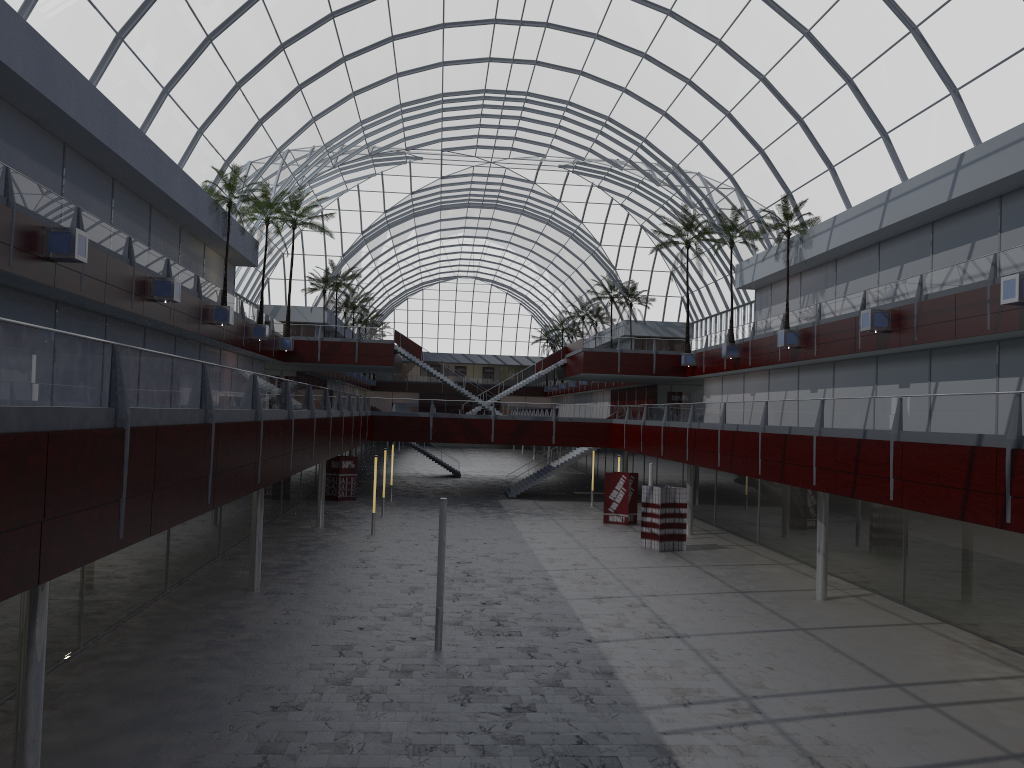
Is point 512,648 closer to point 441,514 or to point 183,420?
point 441,514
